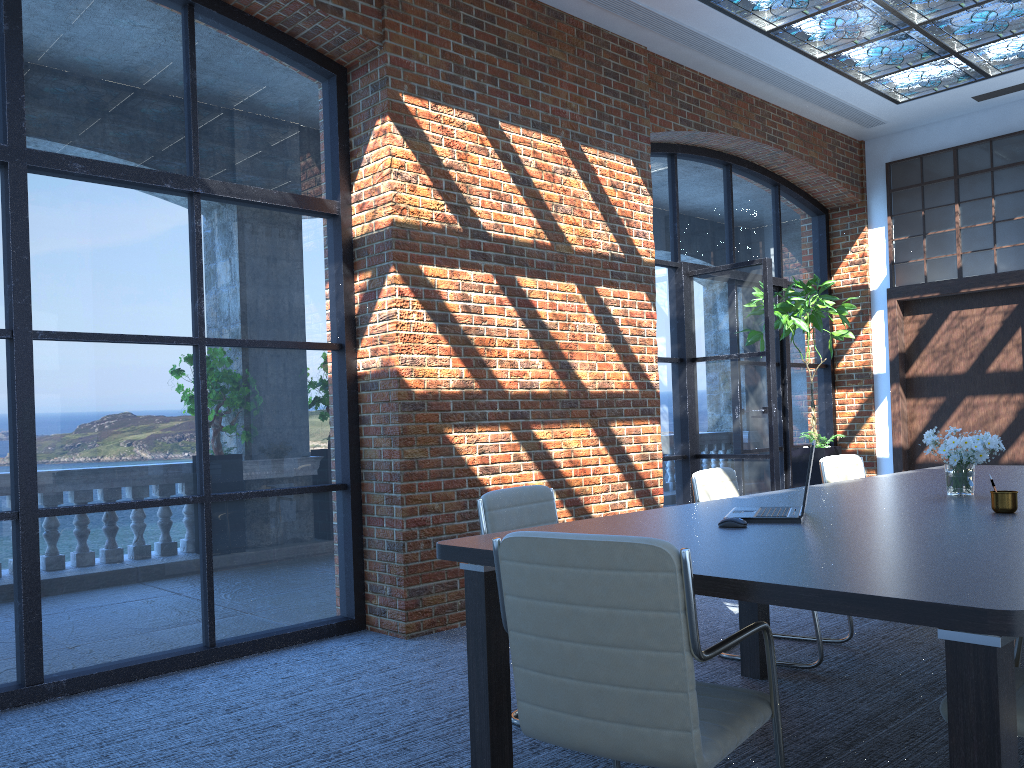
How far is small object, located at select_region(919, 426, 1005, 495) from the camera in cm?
379

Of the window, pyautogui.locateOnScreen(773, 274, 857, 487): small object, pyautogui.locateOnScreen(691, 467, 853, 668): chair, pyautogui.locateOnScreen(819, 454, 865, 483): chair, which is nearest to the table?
pyautogui.locateOnScreen(691, 467, 853, 668): chair

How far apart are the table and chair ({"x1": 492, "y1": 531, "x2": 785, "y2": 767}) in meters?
0.1

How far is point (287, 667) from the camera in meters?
4.5

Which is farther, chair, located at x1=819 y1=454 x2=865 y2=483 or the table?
chair, located at x1=819 y1=454 x2=865 y2=483

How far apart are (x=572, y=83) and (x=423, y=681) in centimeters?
412cm

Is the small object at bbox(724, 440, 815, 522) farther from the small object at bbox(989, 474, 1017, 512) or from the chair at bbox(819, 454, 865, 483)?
the chair at bbox(819, 454, 865, 483)

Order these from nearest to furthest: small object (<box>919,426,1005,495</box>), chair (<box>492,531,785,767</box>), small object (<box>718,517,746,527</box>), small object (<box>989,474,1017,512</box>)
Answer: chair (<box>492,531,785,767</box>) → small object (<box>718,517,746,527</box>) → small object (<box>989,474,1017,512</box>) → small object (<box>919,426,1005,495</box>)

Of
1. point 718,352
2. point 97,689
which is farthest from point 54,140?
point 718,352

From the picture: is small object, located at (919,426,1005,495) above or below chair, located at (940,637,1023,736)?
above
